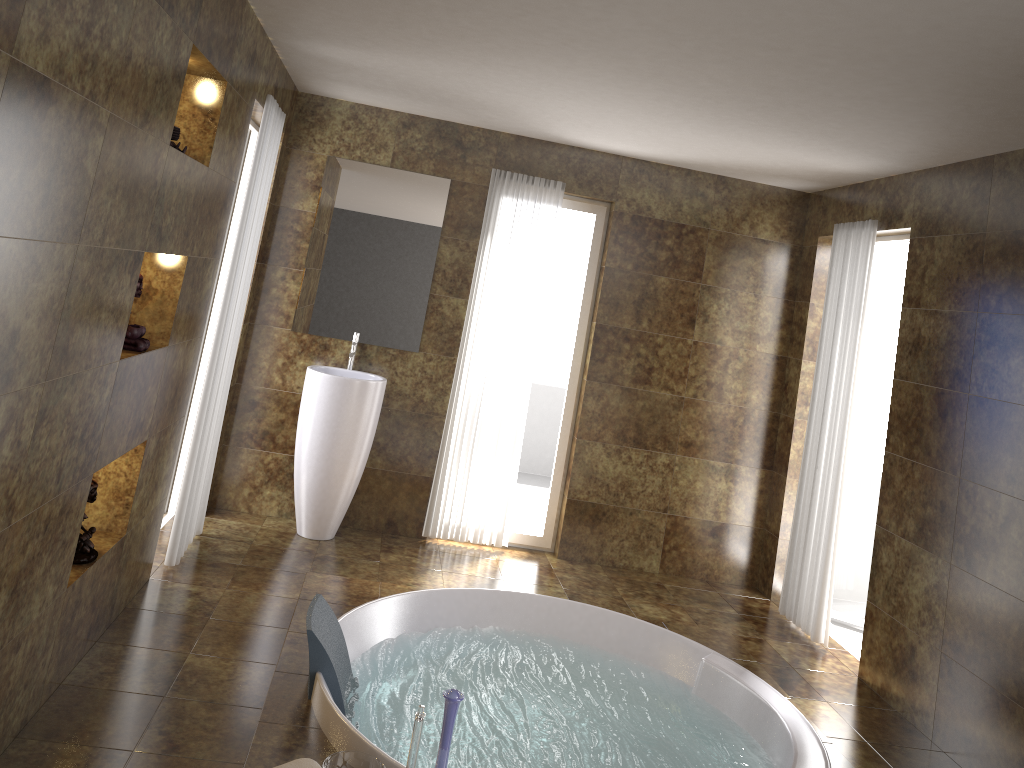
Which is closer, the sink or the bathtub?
the bathtub

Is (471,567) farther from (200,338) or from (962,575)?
(962,575)

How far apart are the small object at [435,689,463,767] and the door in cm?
379

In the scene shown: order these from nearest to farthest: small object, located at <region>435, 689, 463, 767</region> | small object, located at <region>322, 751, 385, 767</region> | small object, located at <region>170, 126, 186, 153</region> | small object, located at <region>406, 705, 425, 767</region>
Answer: small object, located at <region>435, 689, 463, 767</region>, small object, located at <region>406, 705, 425, 767</region>, small object, located at <region>322, 751, 385, 767</region>, small object, located at <region>170, 126, 186, 153</region>

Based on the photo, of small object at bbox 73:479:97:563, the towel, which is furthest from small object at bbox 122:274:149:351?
the towel

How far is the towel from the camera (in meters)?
2.43

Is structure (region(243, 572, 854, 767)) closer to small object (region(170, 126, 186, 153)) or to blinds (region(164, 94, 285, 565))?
blinds (region(164, 94, 285, 565))

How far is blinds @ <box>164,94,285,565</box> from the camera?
4.13m

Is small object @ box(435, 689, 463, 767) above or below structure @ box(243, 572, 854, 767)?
above

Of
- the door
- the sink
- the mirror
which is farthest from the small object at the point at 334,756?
the door
